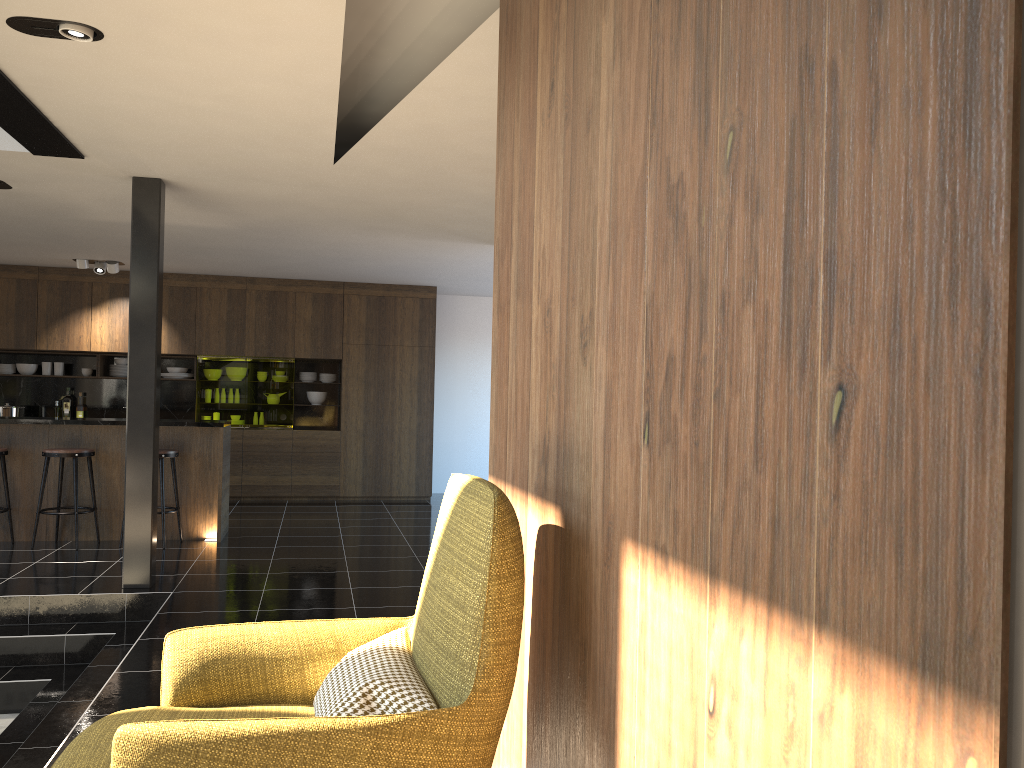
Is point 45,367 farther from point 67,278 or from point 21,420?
point 21,420

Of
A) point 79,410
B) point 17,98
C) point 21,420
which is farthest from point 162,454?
point 79,410

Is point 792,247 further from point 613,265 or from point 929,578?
point 613,265

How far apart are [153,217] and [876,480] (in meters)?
5.73

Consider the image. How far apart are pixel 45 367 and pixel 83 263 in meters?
1.8

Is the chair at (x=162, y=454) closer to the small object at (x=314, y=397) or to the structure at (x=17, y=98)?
the structure at (x=17, y=98)

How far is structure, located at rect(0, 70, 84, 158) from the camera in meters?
4.3 m

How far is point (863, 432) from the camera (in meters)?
0.99

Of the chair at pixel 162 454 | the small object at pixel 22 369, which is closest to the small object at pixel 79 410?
the small object at pixel 22 369

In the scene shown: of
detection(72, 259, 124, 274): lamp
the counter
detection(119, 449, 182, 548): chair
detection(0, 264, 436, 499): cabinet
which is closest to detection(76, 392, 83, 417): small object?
detection(0, 264, 436, 499): cabinet
